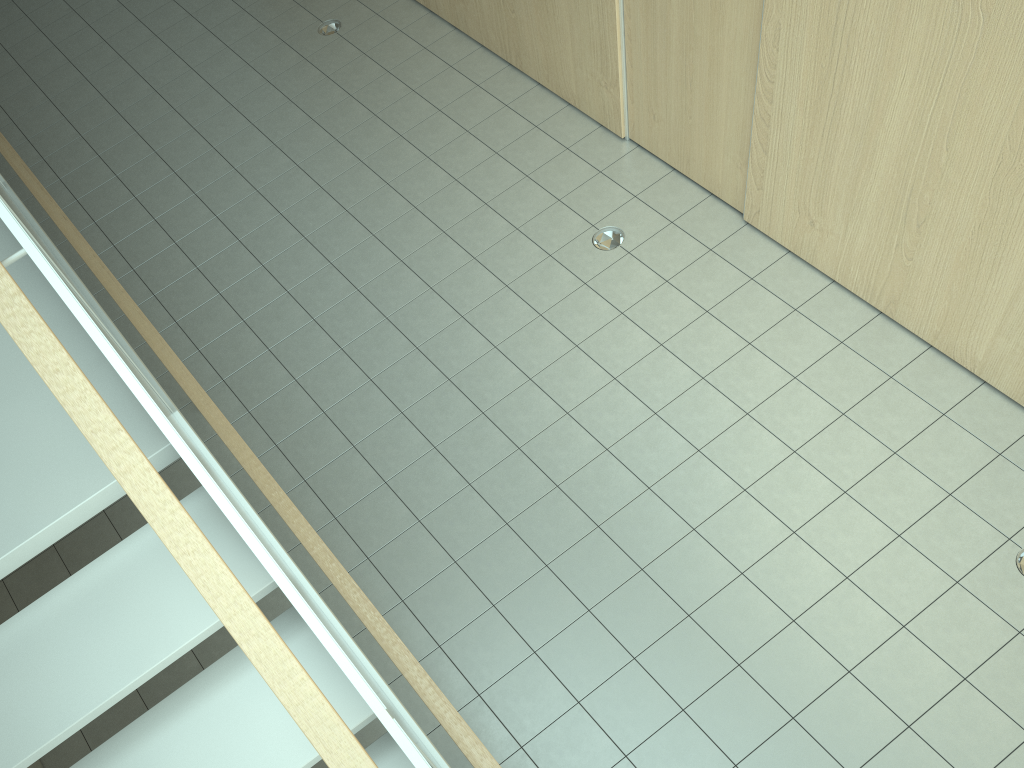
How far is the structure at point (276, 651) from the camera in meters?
1.7 m

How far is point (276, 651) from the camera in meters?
1.7 m

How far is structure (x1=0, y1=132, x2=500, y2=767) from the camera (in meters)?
1.73
